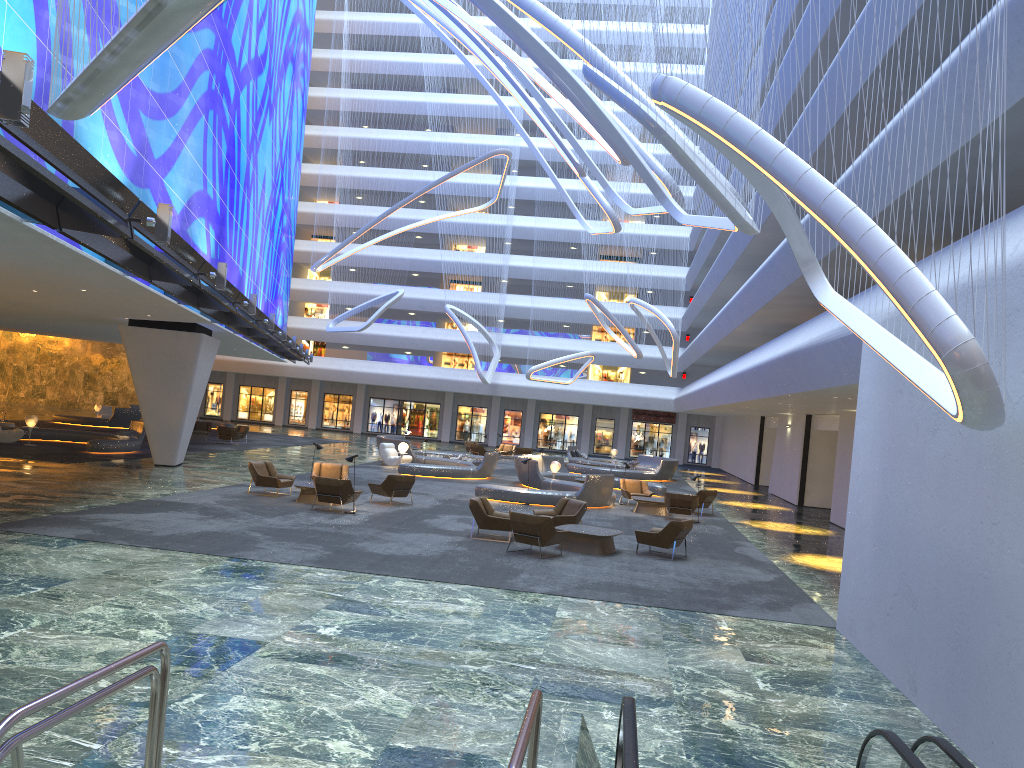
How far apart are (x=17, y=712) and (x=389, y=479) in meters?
17.6 m

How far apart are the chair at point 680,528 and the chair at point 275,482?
8.9 meters

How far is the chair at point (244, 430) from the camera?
39.9 meters

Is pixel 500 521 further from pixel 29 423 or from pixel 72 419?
pixel 72 419

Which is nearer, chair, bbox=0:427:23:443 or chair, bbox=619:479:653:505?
chair, bbox=619:479:653:505

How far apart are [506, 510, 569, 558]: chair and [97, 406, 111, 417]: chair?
36.0m

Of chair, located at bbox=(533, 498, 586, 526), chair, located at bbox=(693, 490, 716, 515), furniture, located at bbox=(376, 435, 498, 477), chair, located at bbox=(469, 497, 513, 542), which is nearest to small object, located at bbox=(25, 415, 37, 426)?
furniture, located at bbox=(376, 435, 498, 477)

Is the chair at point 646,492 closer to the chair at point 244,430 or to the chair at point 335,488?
the chair at point 335,488

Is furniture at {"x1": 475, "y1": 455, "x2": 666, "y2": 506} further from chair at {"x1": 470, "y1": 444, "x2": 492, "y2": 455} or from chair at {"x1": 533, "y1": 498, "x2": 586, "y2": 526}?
chair at {"x1": 470, "y1": 444, "x2": 492, "y2": 455}

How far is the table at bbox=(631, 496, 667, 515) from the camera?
24.79m
